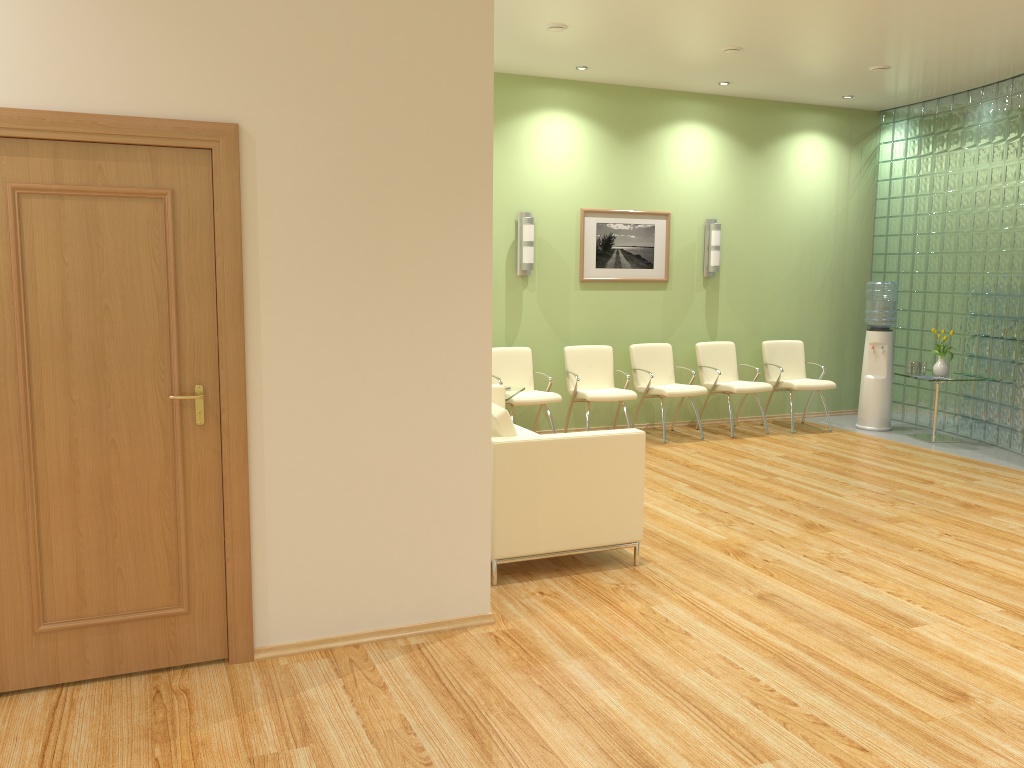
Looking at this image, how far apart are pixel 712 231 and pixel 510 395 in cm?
327

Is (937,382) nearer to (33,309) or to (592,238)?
(592,238)

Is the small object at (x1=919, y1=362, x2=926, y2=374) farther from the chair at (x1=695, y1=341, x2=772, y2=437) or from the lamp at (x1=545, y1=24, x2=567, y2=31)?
the lamp at (x1=545, y1=24, x2=567, y2=31)

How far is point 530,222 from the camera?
8.1 meters

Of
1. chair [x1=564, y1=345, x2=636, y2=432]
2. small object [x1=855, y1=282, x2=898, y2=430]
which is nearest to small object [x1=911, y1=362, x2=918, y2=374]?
small object [x1=855, y1=282, x2=898, y2=430]

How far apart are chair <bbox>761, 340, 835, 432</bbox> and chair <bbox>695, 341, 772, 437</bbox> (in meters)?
0.29

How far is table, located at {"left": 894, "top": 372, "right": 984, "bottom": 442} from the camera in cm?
851

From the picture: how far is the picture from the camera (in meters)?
8.54

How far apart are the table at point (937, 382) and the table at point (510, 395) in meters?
4.2 m

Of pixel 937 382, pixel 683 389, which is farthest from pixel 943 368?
pixel 683 389
